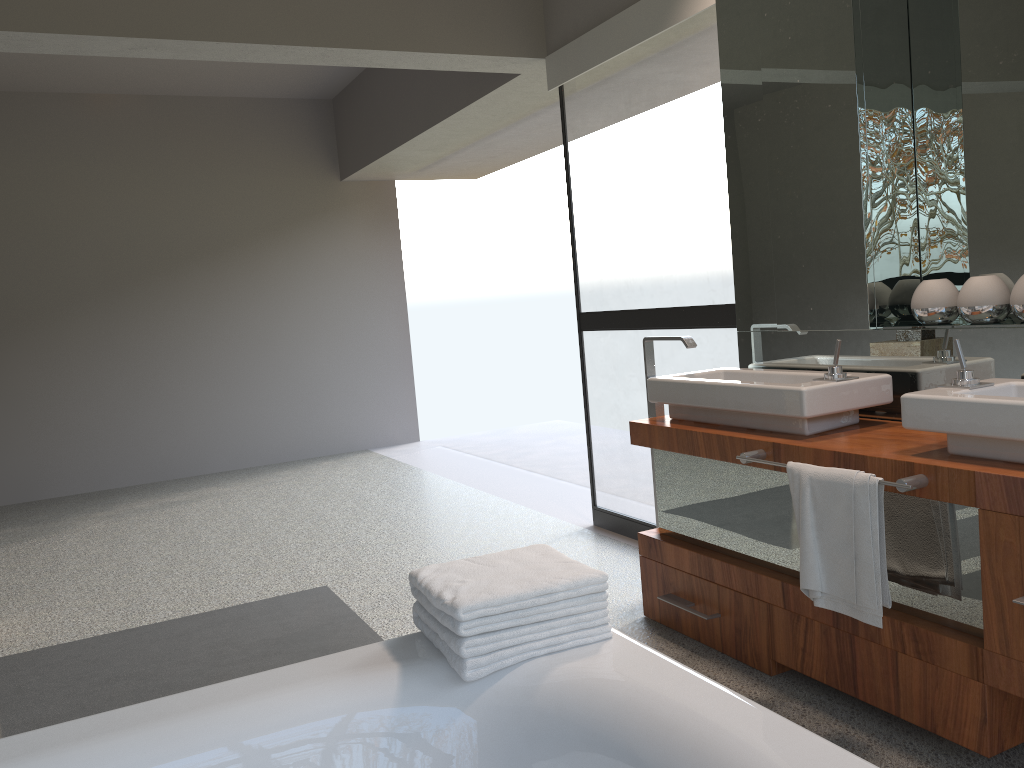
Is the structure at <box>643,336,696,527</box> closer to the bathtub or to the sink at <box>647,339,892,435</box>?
the sink at <box>647,339,892,435</box>

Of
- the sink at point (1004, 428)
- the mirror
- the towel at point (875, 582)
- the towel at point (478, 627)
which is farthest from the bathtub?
the mirror

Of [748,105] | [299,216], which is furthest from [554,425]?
[748,105]

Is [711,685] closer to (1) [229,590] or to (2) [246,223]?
(1) [229,590]

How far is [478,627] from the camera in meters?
1.6

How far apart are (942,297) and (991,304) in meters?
0.2

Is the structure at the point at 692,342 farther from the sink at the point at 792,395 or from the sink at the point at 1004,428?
the sink at the point at 1004,428

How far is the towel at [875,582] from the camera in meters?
2.1 m

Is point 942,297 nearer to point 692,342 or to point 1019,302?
point 1019,302

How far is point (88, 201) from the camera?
6.7 meters
